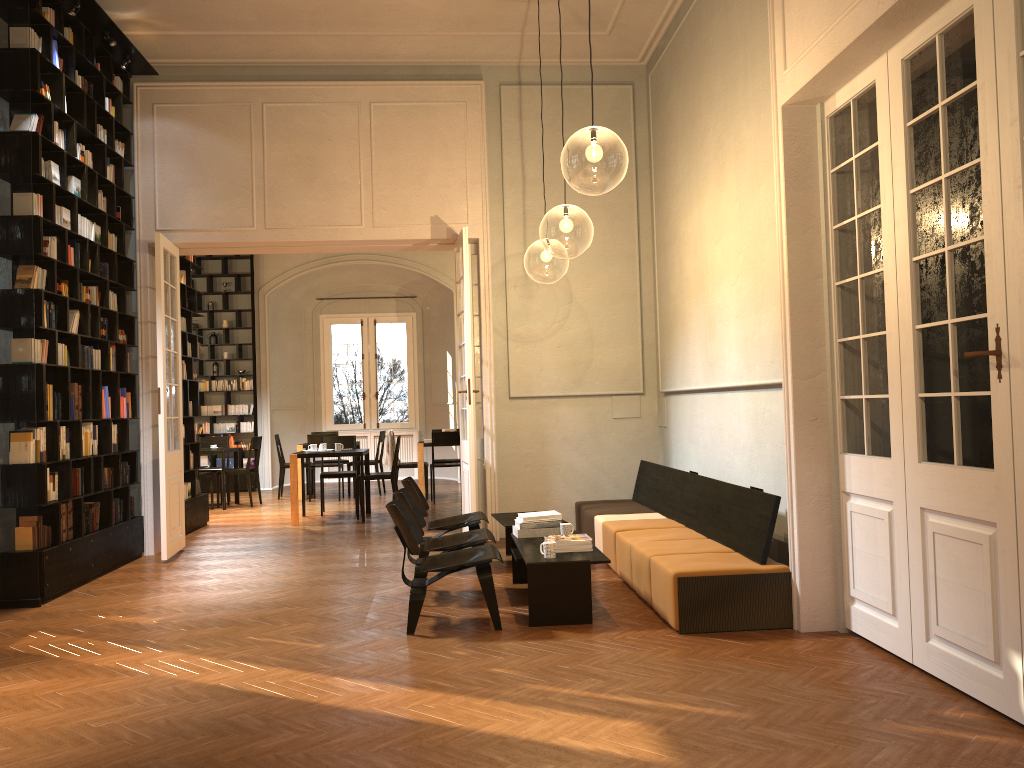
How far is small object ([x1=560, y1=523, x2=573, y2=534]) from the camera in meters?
6.8

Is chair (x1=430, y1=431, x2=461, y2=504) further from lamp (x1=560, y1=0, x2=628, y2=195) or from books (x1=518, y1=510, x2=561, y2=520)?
books (x1=518, y1=510, x2=561, y2=520)

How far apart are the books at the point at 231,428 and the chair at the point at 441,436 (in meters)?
5.10

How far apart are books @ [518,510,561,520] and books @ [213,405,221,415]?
10.9m

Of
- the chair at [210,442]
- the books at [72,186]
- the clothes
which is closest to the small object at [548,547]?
the books at [72,186]

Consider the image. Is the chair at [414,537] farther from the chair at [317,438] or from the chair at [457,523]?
the chair at [317,438]

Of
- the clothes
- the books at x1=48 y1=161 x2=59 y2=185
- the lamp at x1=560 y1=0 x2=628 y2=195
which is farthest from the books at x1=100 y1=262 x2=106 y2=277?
the clothes

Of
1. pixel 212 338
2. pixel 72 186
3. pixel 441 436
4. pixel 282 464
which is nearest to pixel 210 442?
pixel 282 464

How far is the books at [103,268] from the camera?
8.45m

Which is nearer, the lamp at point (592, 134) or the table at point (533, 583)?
the table at point (533, 583)
